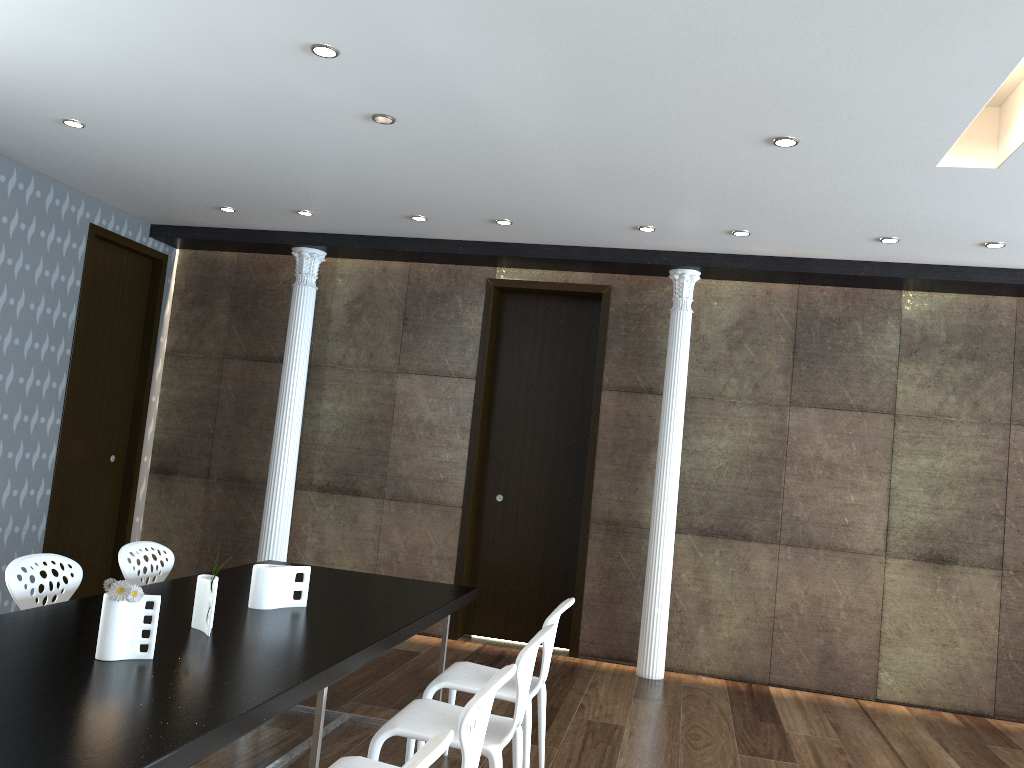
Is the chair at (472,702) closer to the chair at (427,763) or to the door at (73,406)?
the chair at (427,763)

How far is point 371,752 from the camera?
3.07m

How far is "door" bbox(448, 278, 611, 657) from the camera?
6.87m

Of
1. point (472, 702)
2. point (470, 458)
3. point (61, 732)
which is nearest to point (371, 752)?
point (472, 702)

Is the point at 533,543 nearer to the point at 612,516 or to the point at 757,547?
the point at 612,516

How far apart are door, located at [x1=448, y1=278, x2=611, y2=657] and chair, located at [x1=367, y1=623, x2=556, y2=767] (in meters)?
3.22

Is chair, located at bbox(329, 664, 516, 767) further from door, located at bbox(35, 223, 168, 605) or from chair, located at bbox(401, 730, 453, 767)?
door, located at bbox(35, 223, 168, 605)

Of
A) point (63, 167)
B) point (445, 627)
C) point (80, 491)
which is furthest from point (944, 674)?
point (63, 167)

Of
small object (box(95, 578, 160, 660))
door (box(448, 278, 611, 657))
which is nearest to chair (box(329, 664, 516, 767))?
small object (box(95, 578, 160, 660))

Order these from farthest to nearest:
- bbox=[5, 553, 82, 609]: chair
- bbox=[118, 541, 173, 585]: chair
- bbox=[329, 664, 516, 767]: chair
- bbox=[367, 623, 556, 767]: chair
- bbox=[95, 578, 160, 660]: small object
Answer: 1. bbox=[118, 541, 173, 585]: chair
2. bbox=[5, 553, 82, 609]: chair
3. bbox=[367, 623, 556, 767]: chair
4. bbox=[95, 578, 160, 660]: small object
5. bbox=[329, 664, 516, 767]: chair
